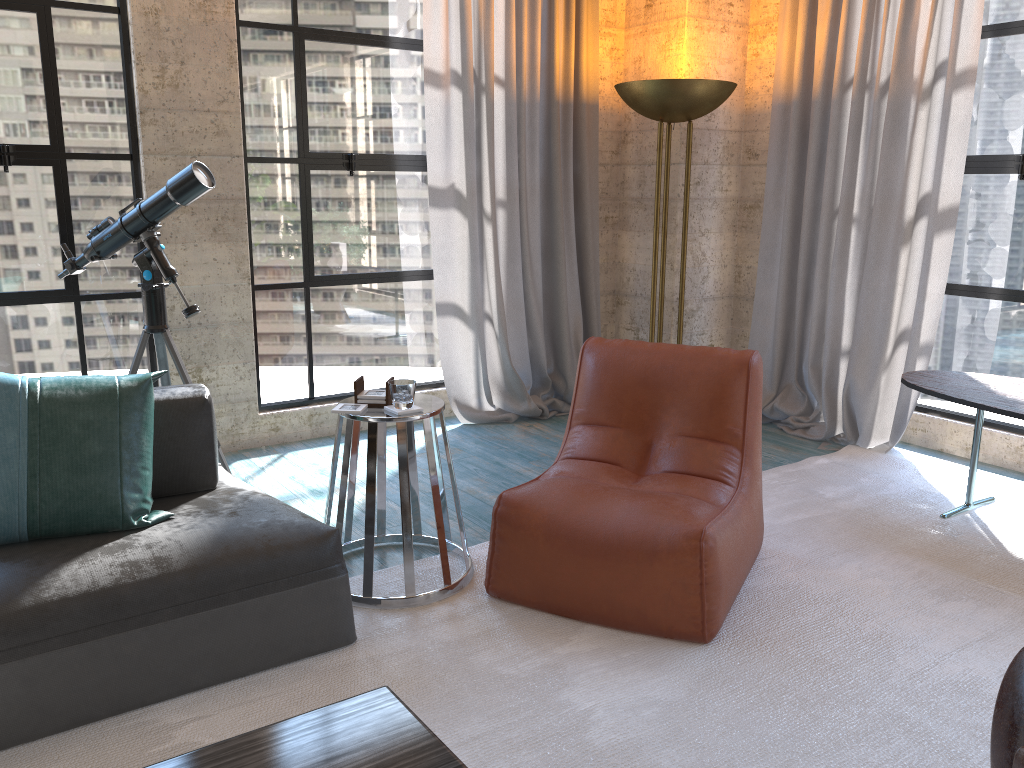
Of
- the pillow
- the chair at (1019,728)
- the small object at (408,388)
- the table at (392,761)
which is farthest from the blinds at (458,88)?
the chair at (1019,728)

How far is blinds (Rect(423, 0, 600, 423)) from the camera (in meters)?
4.68

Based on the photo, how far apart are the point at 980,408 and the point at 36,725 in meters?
3.2

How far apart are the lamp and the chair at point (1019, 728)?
3.28m

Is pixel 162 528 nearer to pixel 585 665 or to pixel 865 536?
pixel 585 665

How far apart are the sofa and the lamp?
2.6 meters

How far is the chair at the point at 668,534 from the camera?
2.6m

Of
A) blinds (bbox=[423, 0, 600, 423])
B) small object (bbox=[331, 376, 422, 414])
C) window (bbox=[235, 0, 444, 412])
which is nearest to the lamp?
blinds (bbox=[423, 0, 600, 423])

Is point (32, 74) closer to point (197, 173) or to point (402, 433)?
point (197, 173)

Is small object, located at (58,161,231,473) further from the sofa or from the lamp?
the lamp
